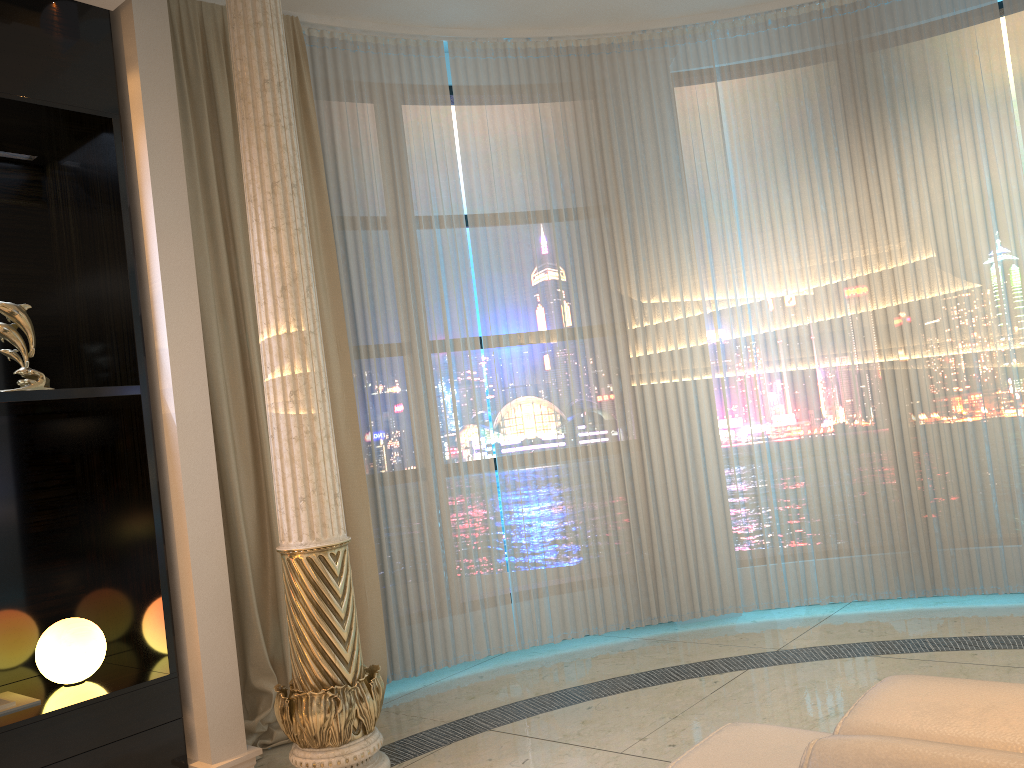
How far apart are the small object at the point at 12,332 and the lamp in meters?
0.8 m

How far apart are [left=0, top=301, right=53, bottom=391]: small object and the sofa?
2.39m

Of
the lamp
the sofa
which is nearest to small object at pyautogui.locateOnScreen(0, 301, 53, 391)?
the lamp

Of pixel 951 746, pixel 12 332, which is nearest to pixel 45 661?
pixel 12 332

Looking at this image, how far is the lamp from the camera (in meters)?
2.87

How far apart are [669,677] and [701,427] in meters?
1.3 m

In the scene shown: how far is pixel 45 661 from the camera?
2.87m

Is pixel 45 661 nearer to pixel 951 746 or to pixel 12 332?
pixel 12 332

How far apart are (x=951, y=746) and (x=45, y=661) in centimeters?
283cm

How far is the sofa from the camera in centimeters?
88cm
